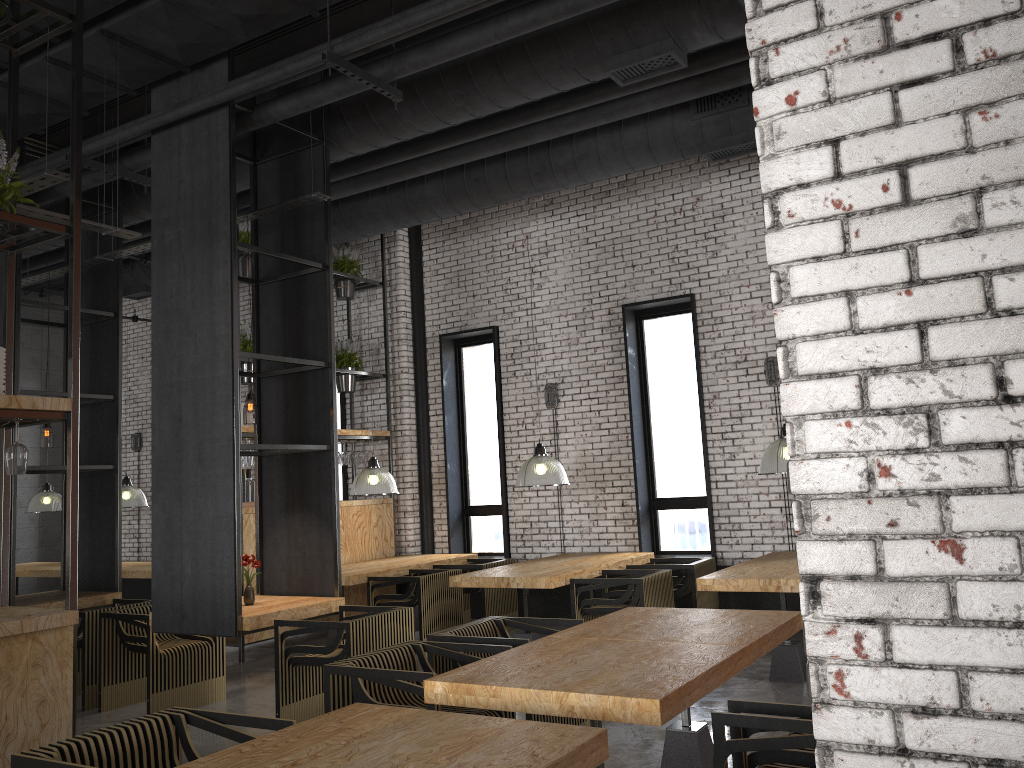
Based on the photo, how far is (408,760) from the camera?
2.5 meters

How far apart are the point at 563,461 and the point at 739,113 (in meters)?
4.18

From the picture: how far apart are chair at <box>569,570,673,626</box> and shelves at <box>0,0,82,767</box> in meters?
4.0 m

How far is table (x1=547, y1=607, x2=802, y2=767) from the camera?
4.15m

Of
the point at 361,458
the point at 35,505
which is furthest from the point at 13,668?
the point at 35,505

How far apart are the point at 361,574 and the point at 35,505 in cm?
618

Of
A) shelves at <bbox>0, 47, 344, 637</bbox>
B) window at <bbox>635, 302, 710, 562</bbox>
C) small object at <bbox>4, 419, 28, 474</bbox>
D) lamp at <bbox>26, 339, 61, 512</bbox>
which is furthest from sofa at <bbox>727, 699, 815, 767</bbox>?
lamp at <bbox>26, 339, 61, 512</bbox>

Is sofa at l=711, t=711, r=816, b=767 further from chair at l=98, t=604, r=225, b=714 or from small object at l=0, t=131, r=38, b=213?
chair at l=98, t=604, r=225, b=714

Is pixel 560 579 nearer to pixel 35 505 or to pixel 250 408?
pixel 250 408

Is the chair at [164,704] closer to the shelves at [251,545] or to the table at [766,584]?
the shelves at [251,545]
